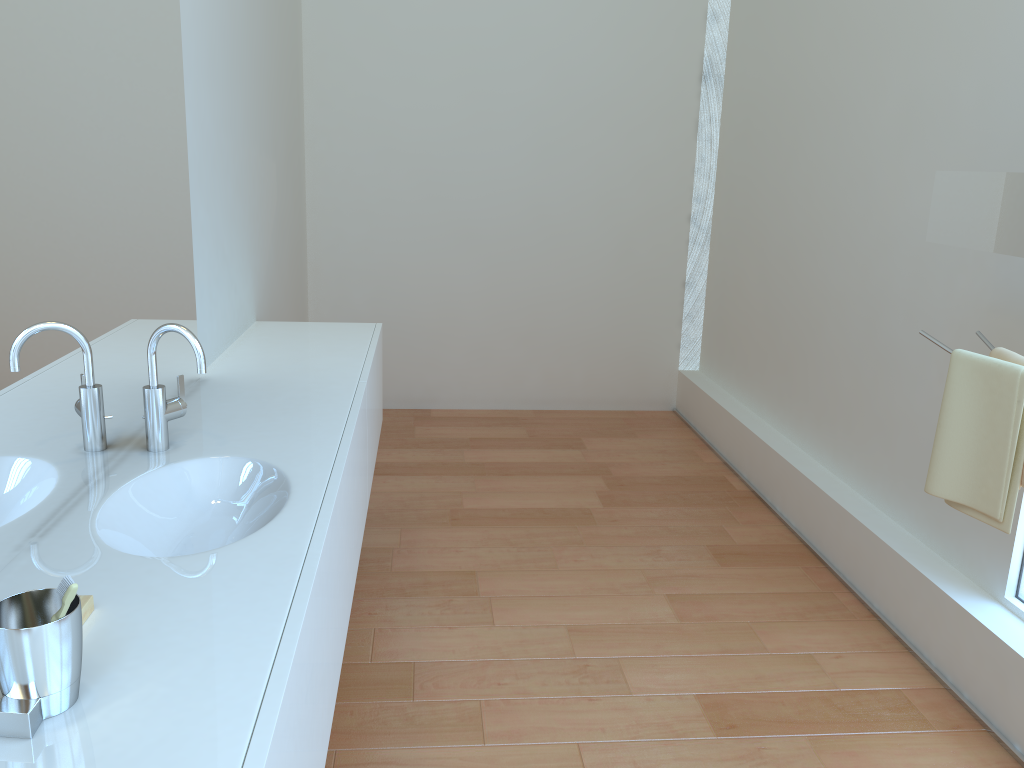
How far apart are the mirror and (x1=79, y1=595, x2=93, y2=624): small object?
1.8 meters

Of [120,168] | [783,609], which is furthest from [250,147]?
[783,609]

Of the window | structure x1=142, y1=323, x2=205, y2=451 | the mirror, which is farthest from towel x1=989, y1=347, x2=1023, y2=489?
structure x1=142, y1=323, x2=205, y2=451

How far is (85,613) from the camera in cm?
115

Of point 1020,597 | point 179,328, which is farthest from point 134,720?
point 1020,597

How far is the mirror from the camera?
1.84m

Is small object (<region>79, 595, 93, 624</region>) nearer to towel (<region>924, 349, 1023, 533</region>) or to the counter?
the counter

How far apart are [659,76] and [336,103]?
1.7 meters

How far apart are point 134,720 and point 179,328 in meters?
0.9

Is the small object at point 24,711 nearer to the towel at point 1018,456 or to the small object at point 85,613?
the small object at point 85,613
